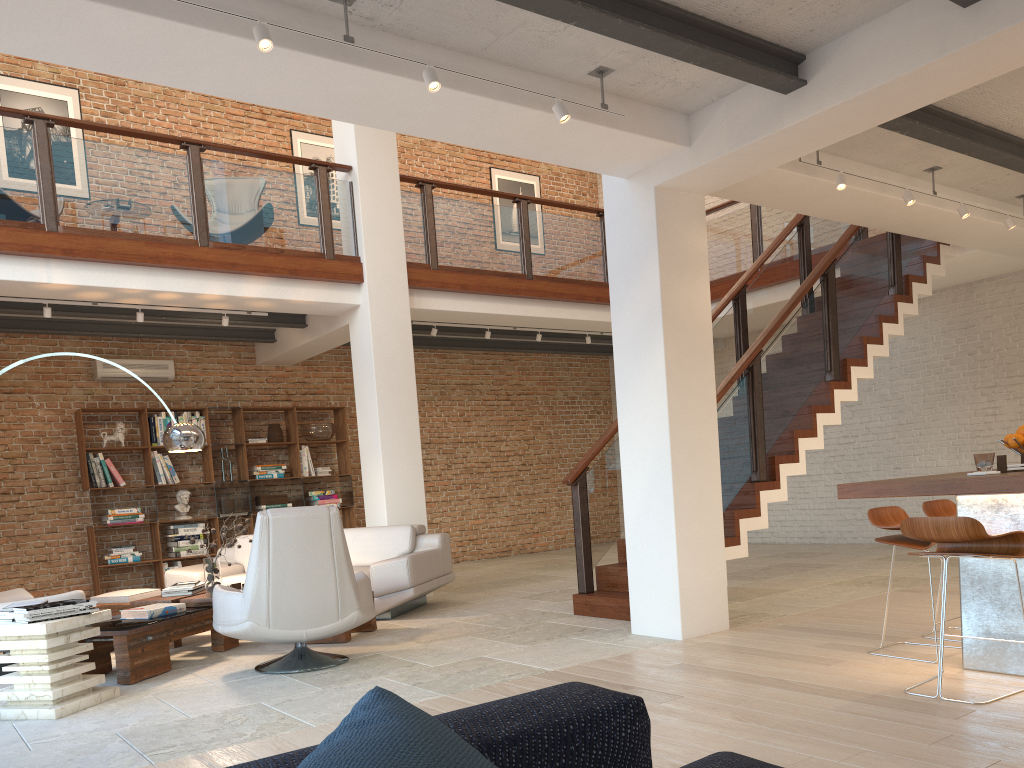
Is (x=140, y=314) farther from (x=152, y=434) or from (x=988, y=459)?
(x=988, y=459)

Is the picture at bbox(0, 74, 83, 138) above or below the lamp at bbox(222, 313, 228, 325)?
above

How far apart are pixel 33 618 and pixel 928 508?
4.82m

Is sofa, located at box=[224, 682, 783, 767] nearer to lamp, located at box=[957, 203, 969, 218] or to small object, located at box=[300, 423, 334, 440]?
lamp, located at box=[957, 203, 969, 218]

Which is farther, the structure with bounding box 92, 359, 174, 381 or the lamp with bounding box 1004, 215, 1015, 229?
the structure with bounding box 92, 359, 174, 381

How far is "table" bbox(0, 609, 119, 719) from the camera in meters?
4.4 m

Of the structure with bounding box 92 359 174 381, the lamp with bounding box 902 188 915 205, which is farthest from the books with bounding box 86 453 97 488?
the lamp with bounding box 902 188 915 205

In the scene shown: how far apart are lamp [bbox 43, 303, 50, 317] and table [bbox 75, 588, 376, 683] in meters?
2.5

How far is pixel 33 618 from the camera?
4.41m

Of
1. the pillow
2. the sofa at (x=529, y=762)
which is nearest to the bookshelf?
the sofa at (x=529, y=762)
